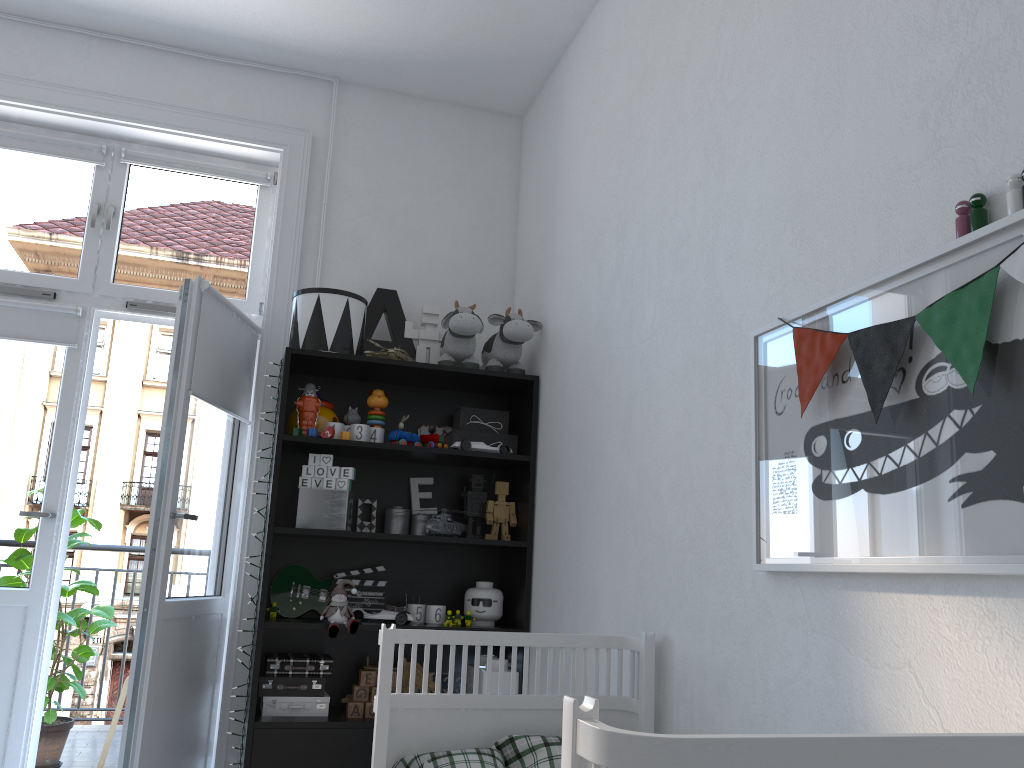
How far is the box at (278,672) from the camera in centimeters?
291cm

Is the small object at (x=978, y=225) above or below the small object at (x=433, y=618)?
above

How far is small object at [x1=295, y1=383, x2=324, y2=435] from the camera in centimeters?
306cm

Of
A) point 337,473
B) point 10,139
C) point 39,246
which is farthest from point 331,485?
point 10,139

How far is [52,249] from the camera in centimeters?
336cm

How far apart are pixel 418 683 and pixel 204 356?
1.4m

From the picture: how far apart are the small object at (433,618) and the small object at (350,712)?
0.4 meters

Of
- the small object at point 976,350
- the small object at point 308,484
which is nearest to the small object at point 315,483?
the small object at point 308,484

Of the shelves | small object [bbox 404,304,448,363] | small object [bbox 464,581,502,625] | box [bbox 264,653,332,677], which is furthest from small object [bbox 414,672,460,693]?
small object [bbox 404,304,448,363]

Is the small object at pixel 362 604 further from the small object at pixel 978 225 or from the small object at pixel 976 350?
the small object at pixel 978 225
